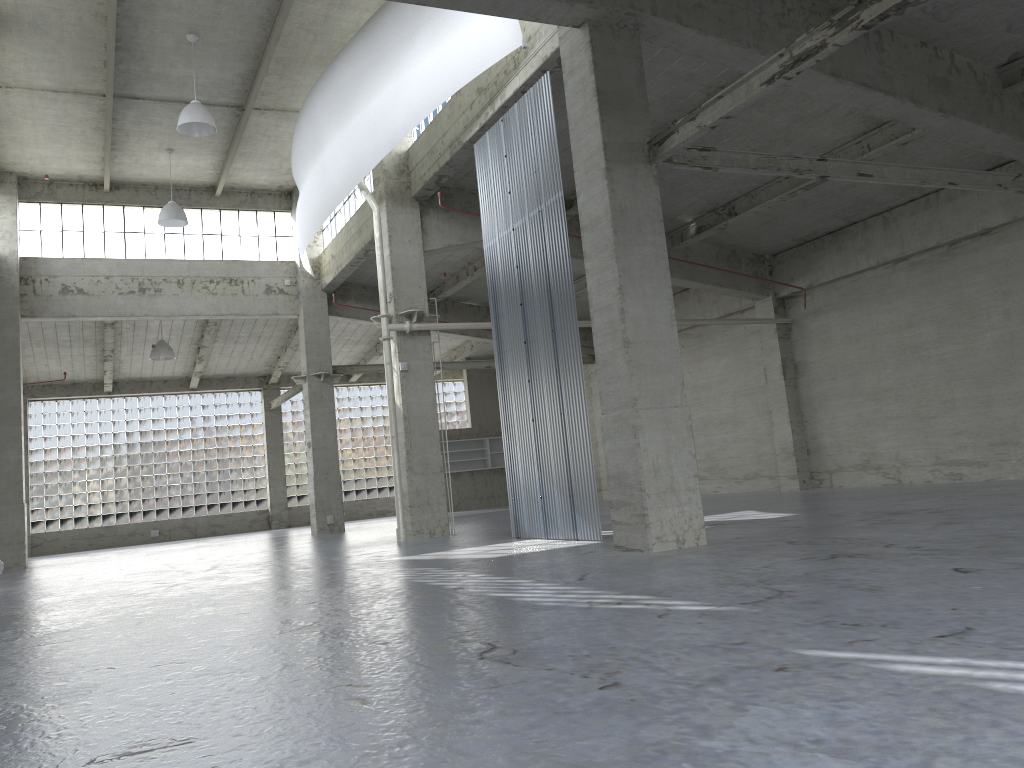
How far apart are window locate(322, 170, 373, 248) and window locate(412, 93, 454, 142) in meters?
5.0 m

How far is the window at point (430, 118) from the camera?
26.95m

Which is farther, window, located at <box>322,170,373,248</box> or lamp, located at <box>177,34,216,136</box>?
window, located at <box>322,170,373,248</box>

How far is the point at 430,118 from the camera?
26.96m

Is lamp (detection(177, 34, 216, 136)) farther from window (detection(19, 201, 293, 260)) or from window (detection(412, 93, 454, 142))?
window (detection(19, 201, 293, 260))

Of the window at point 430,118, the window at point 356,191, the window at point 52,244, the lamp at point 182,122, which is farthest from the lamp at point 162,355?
the window at point 430,118

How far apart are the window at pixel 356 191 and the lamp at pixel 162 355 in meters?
9.1 m

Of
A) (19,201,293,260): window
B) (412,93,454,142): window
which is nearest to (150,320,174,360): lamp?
(19,201,293,260): window

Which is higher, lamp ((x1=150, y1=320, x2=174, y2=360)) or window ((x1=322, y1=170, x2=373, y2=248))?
window ((x1=322, y1=170, x2=373, y2=248))

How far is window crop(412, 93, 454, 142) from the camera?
26.95m
